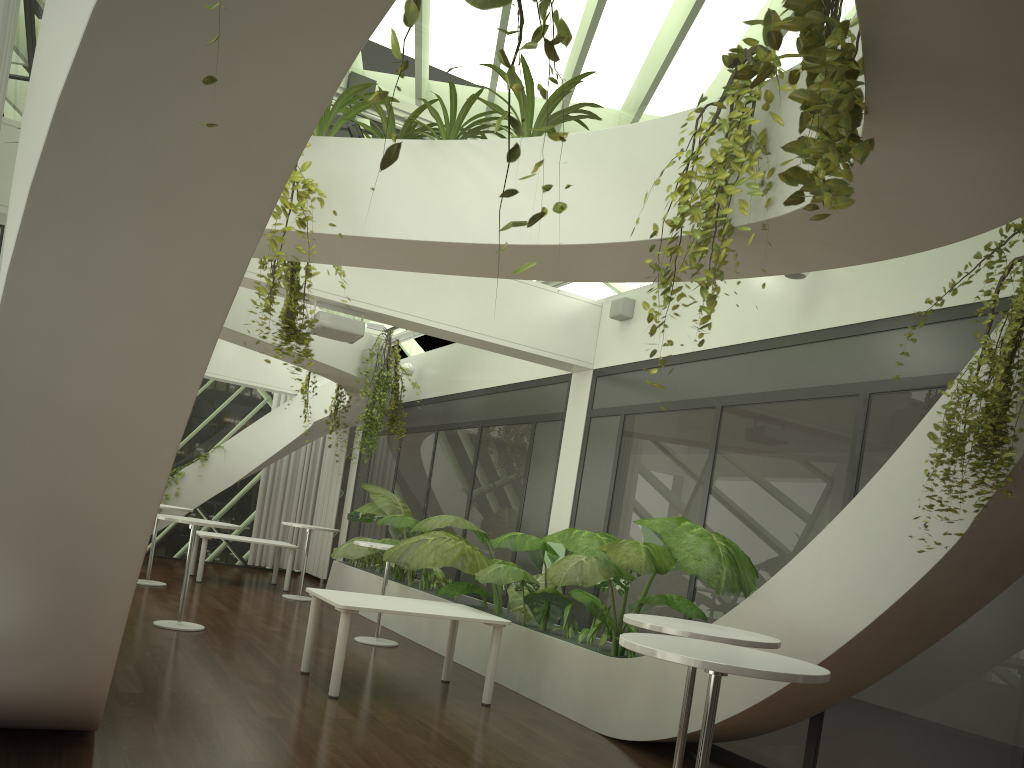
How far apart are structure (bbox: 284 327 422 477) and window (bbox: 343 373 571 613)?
0.6 meters

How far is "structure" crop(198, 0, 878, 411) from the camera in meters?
1.8

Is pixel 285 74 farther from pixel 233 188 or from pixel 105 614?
pixel 105 614

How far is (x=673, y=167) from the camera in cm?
432

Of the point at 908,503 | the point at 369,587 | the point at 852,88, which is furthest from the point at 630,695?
the point at 369,587

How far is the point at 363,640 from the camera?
9.4m

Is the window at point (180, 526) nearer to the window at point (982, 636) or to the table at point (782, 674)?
the window at point (982, 636)

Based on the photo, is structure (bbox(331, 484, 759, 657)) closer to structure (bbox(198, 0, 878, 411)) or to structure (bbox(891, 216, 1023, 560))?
structure (bbox(891, 216, 1023, 560))

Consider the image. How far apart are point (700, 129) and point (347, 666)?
5.8m

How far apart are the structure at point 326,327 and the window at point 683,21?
1.6 meters
